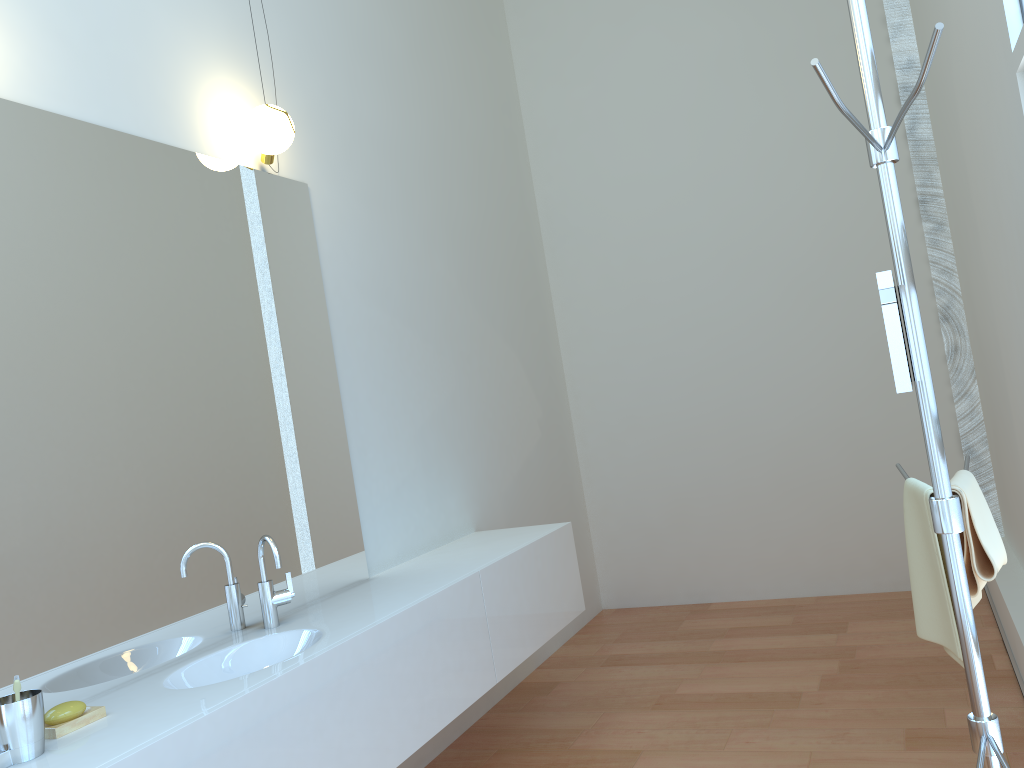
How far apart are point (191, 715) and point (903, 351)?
1.50m

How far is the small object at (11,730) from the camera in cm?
165

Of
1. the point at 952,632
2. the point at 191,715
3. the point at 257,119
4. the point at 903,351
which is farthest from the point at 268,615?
the point at 903,351

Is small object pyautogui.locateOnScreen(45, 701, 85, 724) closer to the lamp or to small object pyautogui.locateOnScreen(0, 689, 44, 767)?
small object pyautogui.locateOnScreen(0, 689, 44, 767)

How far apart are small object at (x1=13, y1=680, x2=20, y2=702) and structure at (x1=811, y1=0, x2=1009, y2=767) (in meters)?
1.67

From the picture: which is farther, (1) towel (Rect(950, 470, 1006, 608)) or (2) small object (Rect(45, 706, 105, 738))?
(2) small object (Rect(45, 706, 105, 738))

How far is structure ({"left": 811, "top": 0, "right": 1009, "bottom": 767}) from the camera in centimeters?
149cm

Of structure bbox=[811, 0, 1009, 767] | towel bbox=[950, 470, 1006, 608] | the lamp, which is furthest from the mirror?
the lamp

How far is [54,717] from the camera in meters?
1.8 m

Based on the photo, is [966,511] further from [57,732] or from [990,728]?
[57,732]
